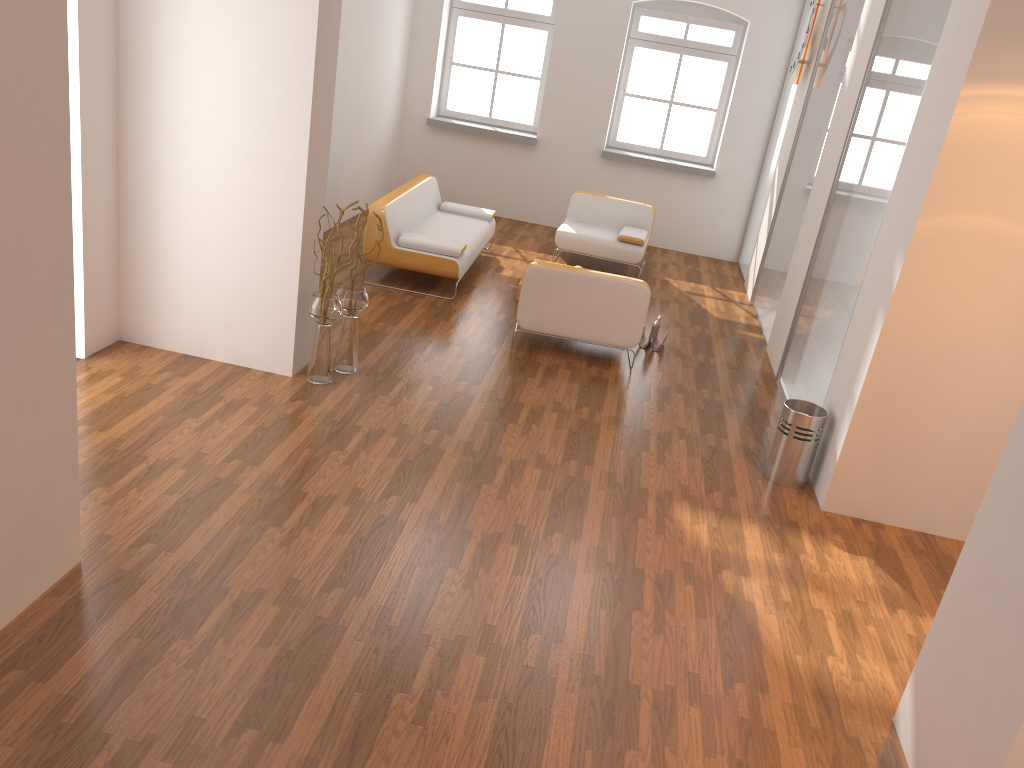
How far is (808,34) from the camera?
8.03m

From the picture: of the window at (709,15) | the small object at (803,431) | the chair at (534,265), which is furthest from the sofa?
the small object at (803,431)

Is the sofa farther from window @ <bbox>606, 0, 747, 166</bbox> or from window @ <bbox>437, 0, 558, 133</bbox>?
window @ <bbox>606, 0, 747, 166</bbox>

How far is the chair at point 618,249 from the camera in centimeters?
887cm

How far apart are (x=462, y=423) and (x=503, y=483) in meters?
0.7

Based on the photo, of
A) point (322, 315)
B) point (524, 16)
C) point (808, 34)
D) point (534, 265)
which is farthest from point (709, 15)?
point (322, 315)

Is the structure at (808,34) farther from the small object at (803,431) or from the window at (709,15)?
the small object at (803,431)

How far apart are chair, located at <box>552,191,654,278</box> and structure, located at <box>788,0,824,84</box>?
1.9 meters

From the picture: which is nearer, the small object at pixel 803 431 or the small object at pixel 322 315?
the small object at pixel 803 431

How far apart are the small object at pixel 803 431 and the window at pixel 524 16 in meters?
6.6 m
